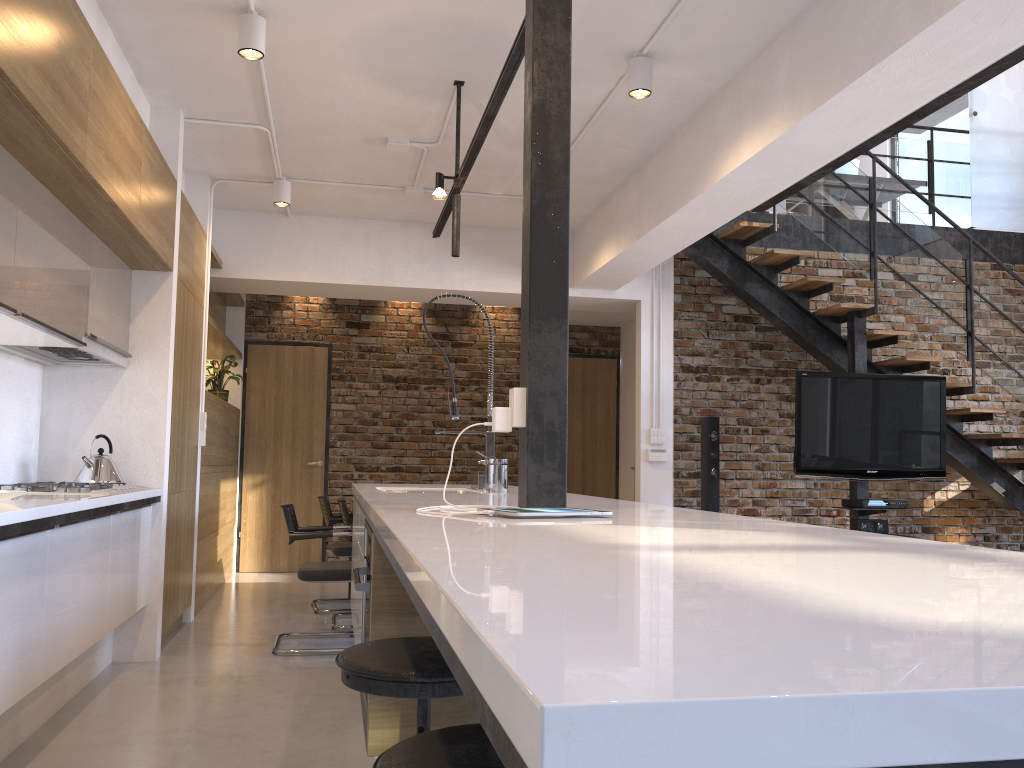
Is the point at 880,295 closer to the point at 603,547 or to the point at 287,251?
the point at 287,251

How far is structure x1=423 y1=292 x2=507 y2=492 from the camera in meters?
3.4

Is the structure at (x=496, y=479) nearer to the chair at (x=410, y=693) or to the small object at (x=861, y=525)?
the chair at (x=410, y=693)

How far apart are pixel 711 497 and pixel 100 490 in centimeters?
442cm

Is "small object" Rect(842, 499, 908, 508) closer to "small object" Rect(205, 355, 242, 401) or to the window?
the window

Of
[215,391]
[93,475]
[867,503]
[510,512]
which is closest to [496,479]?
[510,512]

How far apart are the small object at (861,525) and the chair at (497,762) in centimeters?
571cm

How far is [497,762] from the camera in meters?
1.1

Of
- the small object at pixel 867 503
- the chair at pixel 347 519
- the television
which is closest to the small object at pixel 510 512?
the chair at pixel 347 519

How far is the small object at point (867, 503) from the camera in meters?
6.2
